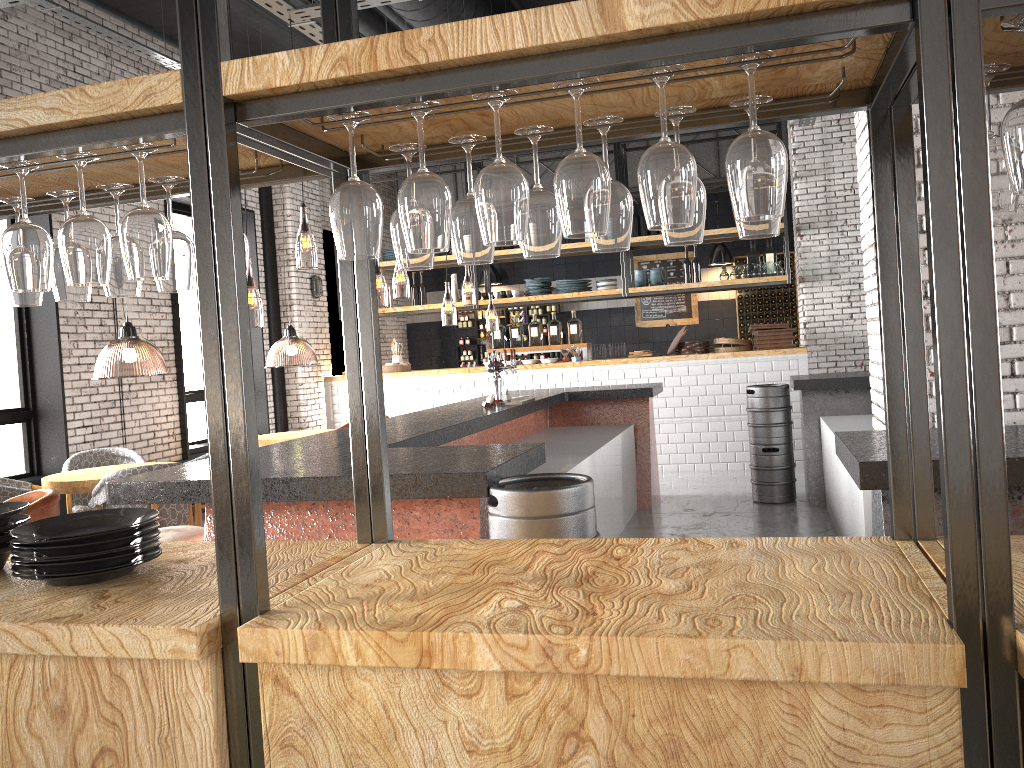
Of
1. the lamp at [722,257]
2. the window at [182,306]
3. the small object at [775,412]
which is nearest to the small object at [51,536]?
the small object at [775,412]

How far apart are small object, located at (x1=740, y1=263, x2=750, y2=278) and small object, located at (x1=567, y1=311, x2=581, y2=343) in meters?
2.0

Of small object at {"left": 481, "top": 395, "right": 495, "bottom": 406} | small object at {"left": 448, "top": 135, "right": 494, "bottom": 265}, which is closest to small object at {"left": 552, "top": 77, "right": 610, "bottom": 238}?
small object at {"left": 448, "top": 135, "right": 494, "bottom": 265}

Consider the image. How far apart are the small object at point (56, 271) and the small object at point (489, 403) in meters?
4.5

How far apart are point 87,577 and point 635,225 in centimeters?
938cm

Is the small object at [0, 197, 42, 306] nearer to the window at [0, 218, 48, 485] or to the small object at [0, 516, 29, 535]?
the small object at [0, 516, 29, 535]

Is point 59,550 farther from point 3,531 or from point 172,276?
point 172,276

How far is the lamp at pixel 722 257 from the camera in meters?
13.2 m

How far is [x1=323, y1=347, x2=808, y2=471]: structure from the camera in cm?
979

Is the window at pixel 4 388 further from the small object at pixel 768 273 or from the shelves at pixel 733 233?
the small object at pixel 768 273
